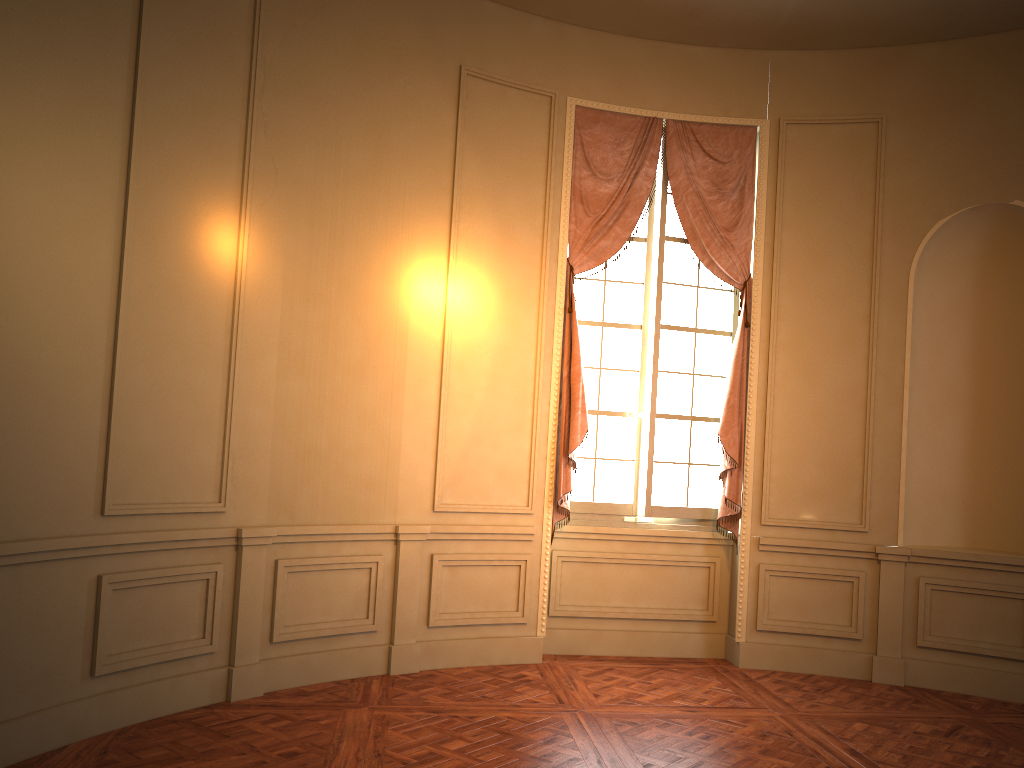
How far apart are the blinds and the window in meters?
0.1

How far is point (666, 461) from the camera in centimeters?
616cm

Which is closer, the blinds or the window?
the blinds

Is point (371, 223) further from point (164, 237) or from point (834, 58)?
point (834, 58)

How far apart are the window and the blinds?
0.1m

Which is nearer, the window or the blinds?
the blinds

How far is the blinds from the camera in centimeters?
588cm

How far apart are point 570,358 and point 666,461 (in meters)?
1.01

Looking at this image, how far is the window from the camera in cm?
616
